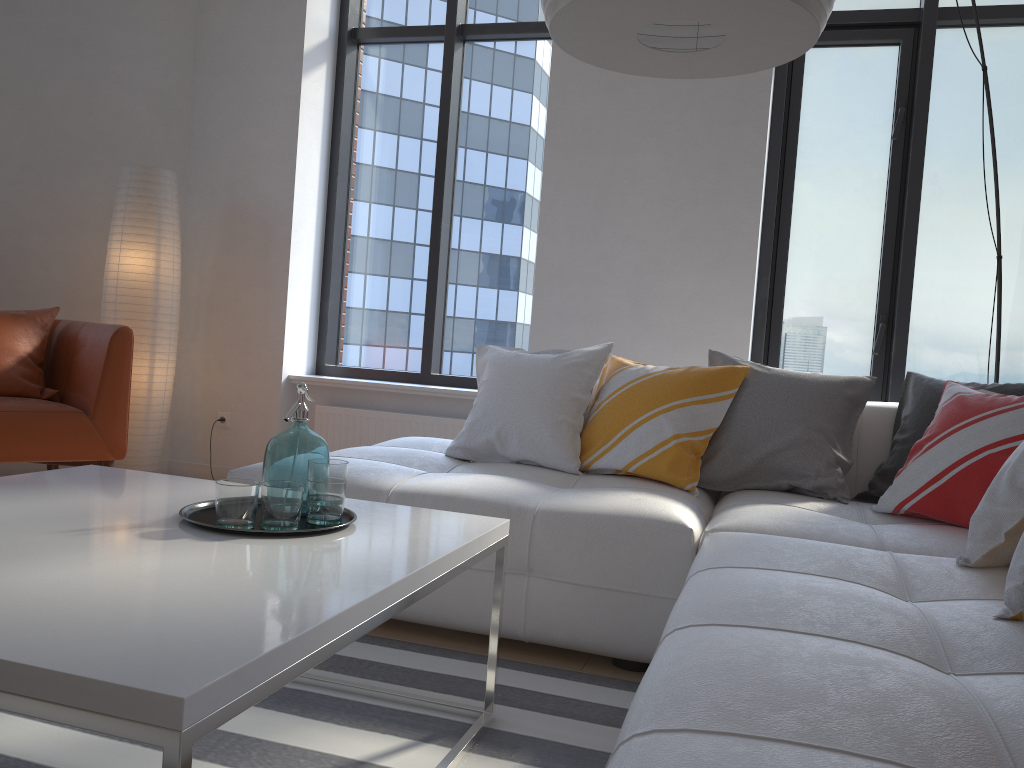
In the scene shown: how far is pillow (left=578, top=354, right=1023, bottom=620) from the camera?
2.7m

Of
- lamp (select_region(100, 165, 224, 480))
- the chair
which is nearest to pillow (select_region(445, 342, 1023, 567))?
the chair

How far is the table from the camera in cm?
89

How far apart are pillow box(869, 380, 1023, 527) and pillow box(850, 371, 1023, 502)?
0.1m

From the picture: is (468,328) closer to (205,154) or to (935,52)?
(205,154)

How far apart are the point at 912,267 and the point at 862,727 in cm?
350

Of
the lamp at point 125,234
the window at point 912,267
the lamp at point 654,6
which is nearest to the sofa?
the lamp at point 654,6

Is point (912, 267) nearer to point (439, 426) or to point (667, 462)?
point (667, 462)

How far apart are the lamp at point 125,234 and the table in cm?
218

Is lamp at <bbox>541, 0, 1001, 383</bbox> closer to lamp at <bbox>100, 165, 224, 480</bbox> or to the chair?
the chair
